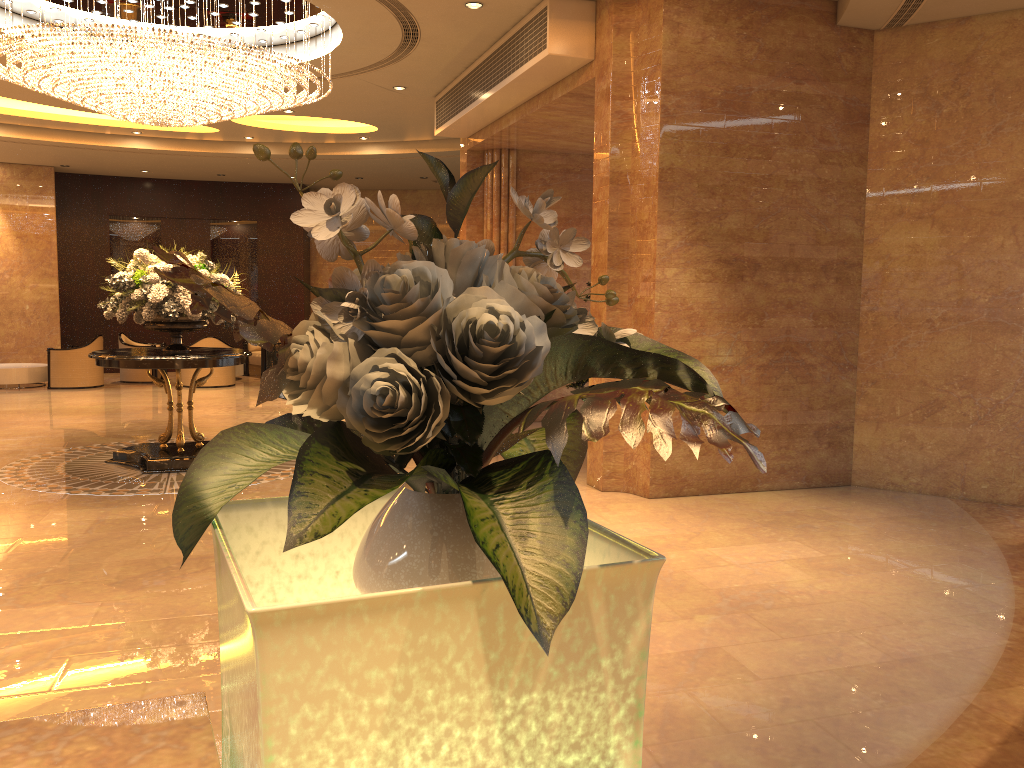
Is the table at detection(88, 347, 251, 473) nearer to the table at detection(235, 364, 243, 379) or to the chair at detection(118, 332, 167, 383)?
the chair at detection(118, 332, 167, 383)

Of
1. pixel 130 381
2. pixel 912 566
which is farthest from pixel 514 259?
pixel 130 381

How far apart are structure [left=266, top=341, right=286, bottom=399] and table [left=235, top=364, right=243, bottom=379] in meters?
1.2 m

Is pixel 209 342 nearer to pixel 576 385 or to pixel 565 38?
pixel 576 385

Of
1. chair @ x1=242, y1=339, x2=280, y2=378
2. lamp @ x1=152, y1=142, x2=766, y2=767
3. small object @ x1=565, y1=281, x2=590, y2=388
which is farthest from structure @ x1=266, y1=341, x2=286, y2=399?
lamp @ x1=152, y1=142, x2=766, y2=767

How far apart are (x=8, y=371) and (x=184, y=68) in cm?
976

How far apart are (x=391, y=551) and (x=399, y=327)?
0.2 meters

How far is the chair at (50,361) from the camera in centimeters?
1498cm

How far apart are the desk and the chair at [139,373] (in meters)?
16.28

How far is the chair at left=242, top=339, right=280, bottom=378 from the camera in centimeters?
1732cm
